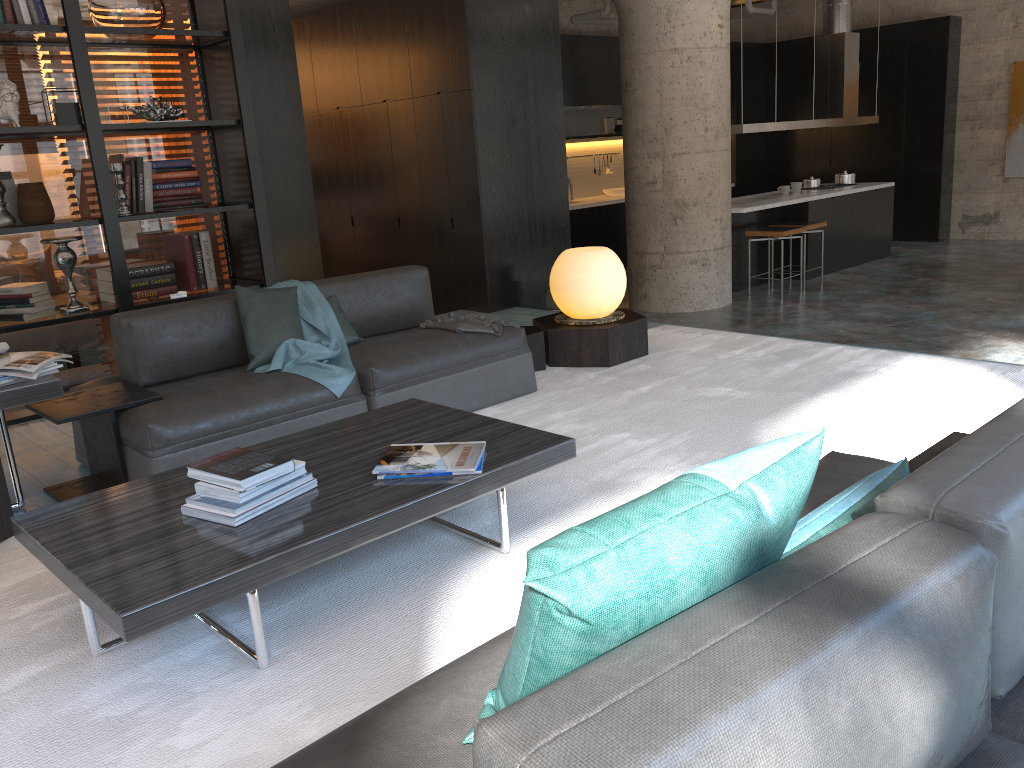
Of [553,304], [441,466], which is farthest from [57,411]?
[553,304]

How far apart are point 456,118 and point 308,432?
4.3 meters

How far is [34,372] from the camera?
3.2 meters

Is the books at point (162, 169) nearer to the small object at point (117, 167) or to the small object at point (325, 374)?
the small object at point (117, 167)

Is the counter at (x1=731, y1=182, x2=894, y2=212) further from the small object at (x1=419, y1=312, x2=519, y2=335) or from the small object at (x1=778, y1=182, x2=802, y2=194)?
the small object at (x1=419, y1=312, x2=519, y2=335)

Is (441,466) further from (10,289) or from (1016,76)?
(1016,76)

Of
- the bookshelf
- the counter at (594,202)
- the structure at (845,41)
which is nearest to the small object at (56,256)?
the bookshelf

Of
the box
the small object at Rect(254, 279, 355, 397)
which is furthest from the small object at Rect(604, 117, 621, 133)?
the small object at Rect(254, 279, 355, 397)

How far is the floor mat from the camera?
2.1 meters

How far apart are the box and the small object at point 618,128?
6.5 meters
